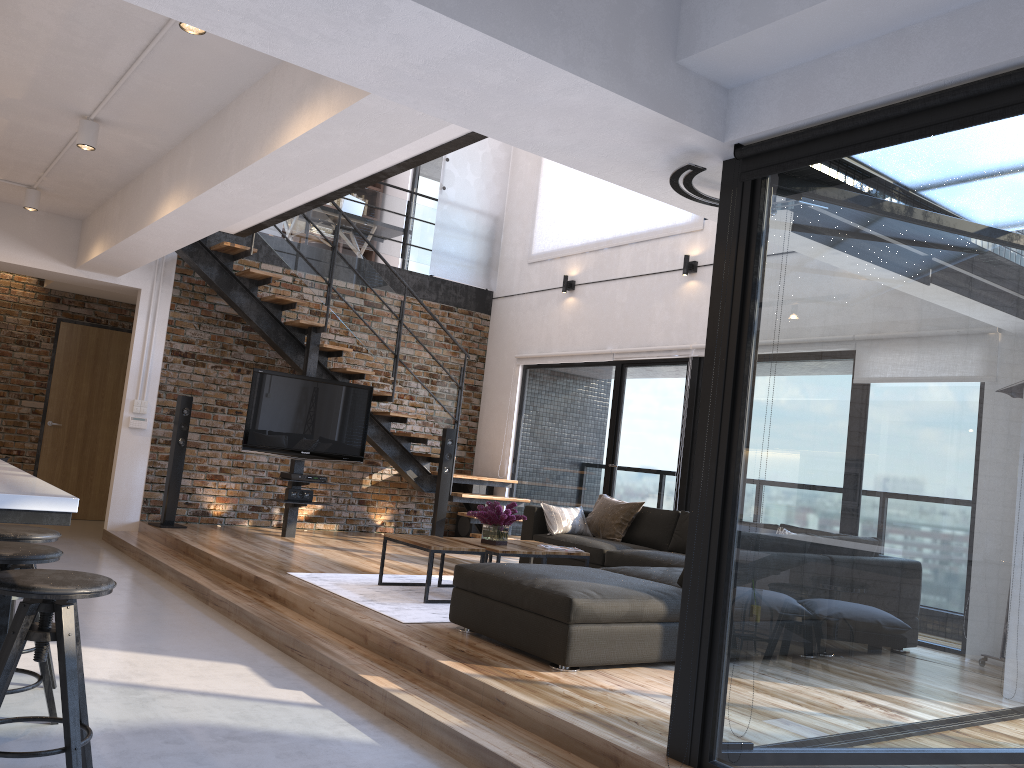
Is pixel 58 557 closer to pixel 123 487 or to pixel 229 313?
pixel 123 487

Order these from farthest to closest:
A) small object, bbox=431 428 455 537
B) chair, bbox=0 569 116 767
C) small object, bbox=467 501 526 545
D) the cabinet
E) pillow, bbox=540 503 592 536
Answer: small object, bbox=431 428 455 537, pillow, bbox=540 503 592 536, small object, bbox=467 501 526 545, chair, bbox=0 569 116 767, the cabinet

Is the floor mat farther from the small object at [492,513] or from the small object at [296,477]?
the small object at [296,477]

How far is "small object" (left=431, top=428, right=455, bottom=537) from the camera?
8.94m

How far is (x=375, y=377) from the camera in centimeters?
974cm

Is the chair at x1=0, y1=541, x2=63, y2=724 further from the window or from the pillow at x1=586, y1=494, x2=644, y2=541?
the pillow at x1=586, y1=494, x2=644, y2=541

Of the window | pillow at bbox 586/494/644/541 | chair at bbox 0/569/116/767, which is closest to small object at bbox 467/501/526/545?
pillow at bbox 586/494/644/541

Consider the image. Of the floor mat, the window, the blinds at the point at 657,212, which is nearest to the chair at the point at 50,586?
the window

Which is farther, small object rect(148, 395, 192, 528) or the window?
small object rect(148, 395, 192, 528)

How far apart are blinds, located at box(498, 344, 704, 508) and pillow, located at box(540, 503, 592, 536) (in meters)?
1.71
